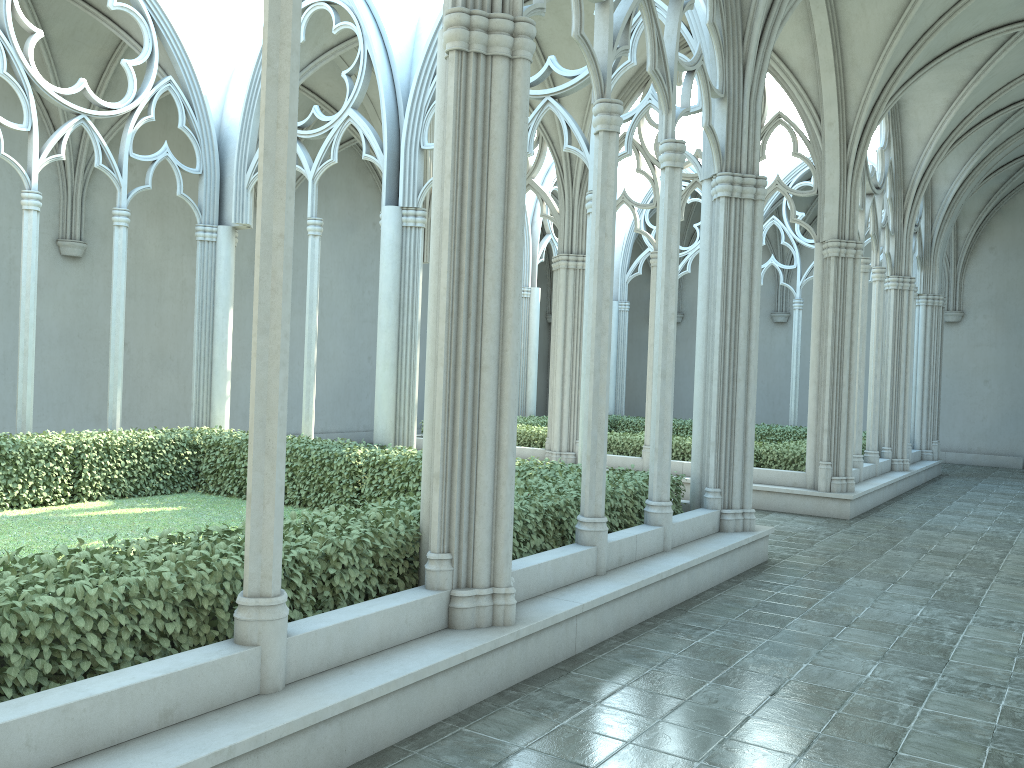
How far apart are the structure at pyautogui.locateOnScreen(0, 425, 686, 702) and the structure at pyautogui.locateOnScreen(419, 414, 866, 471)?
5.3 meters

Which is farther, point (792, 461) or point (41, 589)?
point (792, 461)

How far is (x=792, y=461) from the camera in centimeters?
1410cm

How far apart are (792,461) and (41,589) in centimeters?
1216cm

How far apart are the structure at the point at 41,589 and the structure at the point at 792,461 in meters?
5.3

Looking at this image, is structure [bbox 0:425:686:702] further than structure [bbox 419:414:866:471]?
No

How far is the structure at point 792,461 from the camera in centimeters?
1410cm

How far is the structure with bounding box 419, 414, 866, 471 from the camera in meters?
14.1

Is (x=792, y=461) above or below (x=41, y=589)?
below

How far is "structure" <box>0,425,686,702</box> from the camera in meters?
3.8
